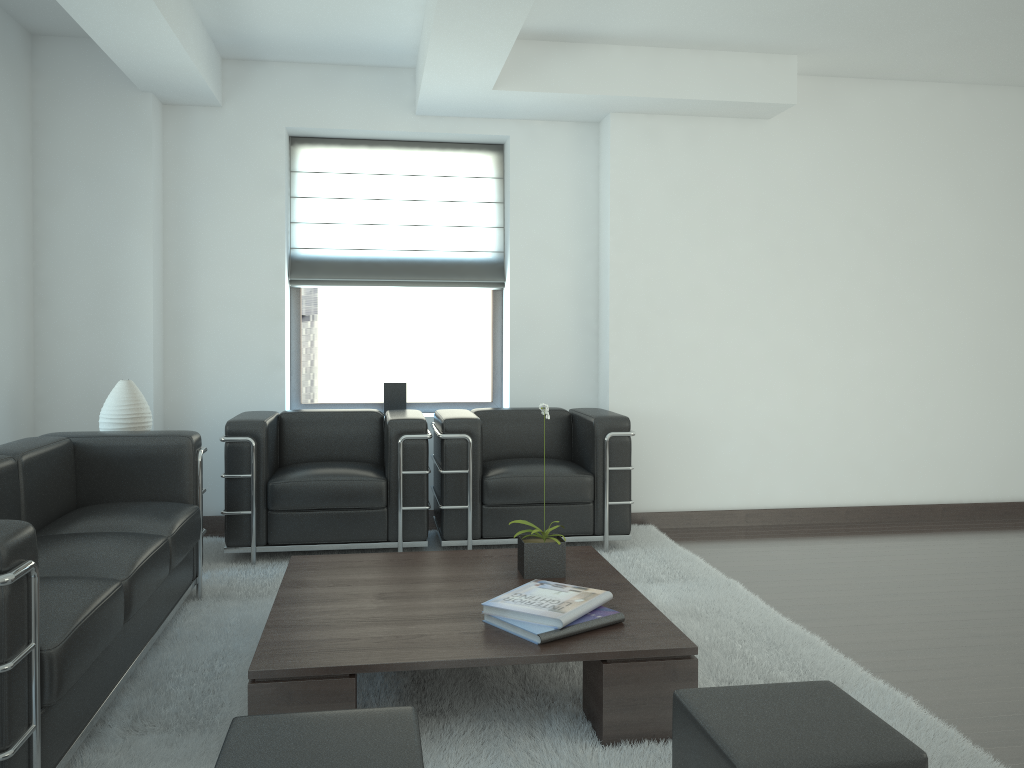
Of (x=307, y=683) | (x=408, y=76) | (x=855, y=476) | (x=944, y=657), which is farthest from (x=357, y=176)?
(x=944, y=657)

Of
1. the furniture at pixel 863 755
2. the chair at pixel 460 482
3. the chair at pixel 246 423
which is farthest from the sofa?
the furniture at pixel 863 755

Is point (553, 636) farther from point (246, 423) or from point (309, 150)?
point (309, 150)

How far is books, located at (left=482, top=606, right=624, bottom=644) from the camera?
4.0 meters

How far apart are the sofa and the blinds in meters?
2.9

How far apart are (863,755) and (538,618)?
1.76m

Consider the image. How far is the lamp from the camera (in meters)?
6.53

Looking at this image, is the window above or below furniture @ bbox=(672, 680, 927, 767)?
above

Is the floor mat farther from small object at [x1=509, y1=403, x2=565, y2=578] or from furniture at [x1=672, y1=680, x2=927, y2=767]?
furniture at [x1=672, y1=680, x2=927, y2=767]

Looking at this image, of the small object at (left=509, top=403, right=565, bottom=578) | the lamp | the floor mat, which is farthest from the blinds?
the small object at (left=509, top=403, right=565, bottom=578)
